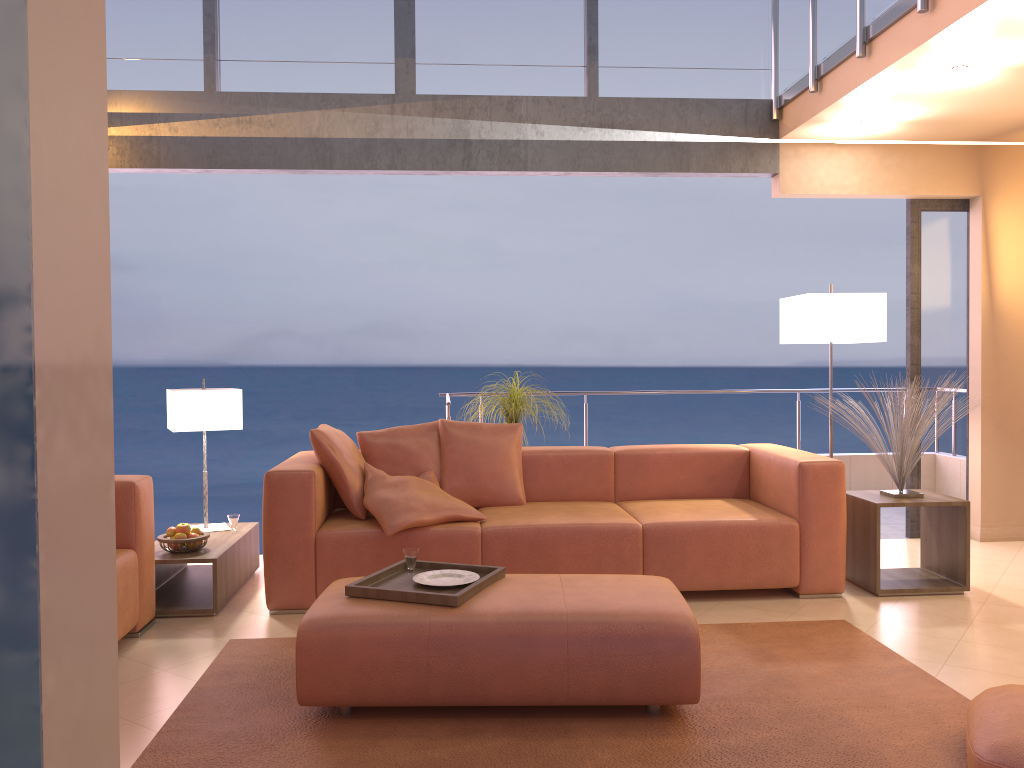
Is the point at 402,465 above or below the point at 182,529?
above

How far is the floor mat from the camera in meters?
2.5

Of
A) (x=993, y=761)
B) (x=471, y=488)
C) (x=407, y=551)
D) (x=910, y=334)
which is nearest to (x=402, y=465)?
(x=471, y=488)

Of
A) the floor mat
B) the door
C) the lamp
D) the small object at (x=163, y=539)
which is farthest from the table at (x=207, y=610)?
the door

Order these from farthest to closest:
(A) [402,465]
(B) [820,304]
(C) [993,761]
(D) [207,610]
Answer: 1. (B) [820,304]
2. (A) [402,465]
3. (D) [207,610]
4. (C) [993,761]

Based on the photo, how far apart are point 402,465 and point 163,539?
1.2 meters

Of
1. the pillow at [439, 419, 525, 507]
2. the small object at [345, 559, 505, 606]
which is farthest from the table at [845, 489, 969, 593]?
the small object at [345, 559, 505, 606]

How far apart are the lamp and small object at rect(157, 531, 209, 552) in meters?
3.4 m

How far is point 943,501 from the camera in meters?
4.3 m

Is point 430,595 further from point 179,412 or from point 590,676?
point 179,412
